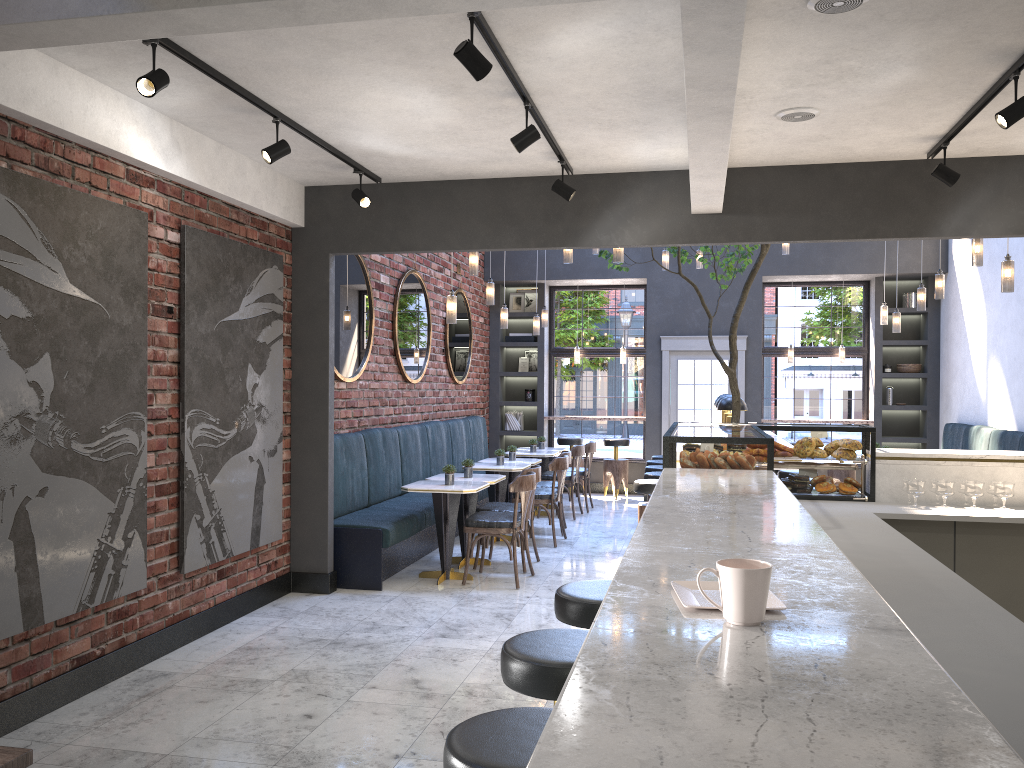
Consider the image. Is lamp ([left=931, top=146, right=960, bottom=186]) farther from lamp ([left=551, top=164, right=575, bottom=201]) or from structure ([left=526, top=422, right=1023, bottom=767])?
lamp ([left=551, top=164, right=575, bottom=201])

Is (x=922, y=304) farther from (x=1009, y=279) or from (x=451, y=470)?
(x=451, y=470)

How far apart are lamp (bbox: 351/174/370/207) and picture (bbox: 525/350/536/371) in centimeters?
722cm

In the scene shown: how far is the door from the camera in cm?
1172

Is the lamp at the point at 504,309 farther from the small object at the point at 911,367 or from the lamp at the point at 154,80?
the lamp at the point at 154,80

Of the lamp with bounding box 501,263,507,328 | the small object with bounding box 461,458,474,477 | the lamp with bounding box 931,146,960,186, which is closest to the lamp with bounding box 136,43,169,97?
the lamp with bounding box 931,146,960,186

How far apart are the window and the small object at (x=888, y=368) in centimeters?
33cm

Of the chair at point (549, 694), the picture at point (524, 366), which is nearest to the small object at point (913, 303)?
the picture at point (524, 366)

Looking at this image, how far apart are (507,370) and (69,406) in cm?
913

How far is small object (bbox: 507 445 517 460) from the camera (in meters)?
9.34
